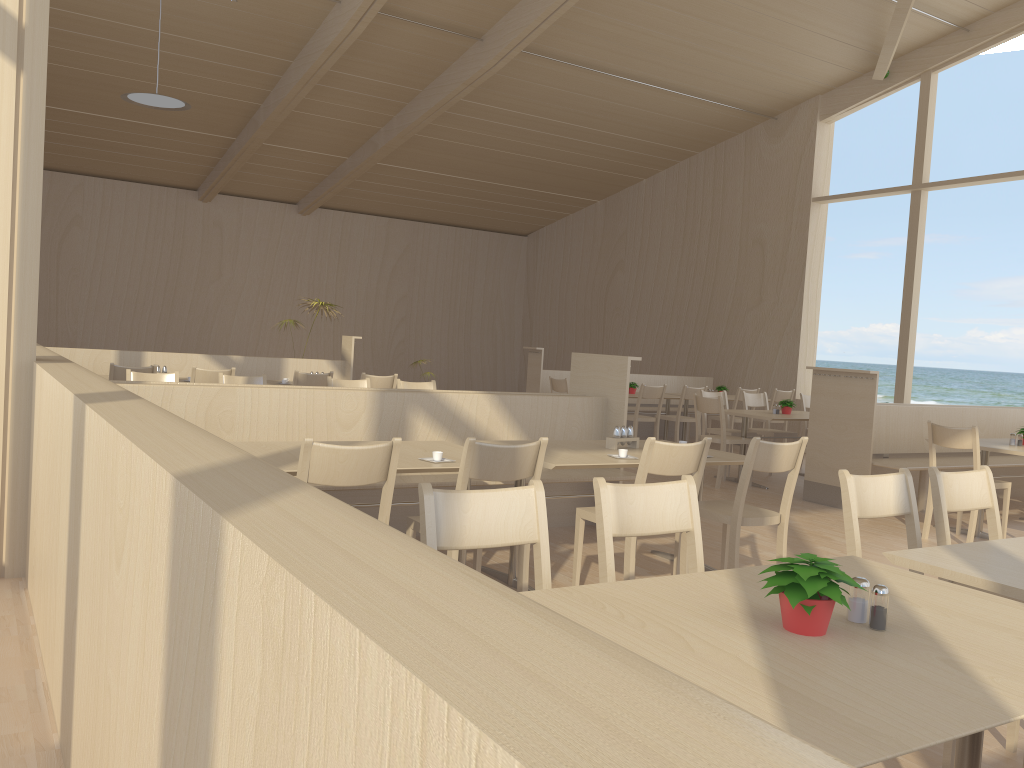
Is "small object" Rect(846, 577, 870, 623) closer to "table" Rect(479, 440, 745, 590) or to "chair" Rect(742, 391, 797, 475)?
"table" Rect(479, 440, 745, 590)

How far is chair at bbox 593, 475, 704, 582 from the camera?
2.3m

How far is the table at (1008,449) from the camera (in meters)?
5.92

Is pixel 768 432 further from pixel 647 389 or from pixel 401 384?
pixel 401 384

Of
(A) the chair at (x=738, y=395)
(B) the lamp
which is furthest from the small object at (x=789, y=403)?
(B) the lamp

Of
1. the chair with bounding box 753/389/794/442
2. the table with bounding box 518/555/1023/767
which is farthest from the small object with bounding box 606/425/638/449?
the chair with bounding box 753/389/794/442

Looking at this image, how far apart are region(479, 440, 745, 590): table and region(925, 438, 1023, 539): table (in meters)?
2.58

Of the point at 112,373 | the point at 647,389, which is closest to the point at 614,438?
the point at 112,373

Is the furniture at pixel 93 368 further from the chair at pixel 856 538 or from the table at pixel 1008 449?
the chair at pixel 856 538

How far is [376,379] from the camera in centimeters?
774cm
